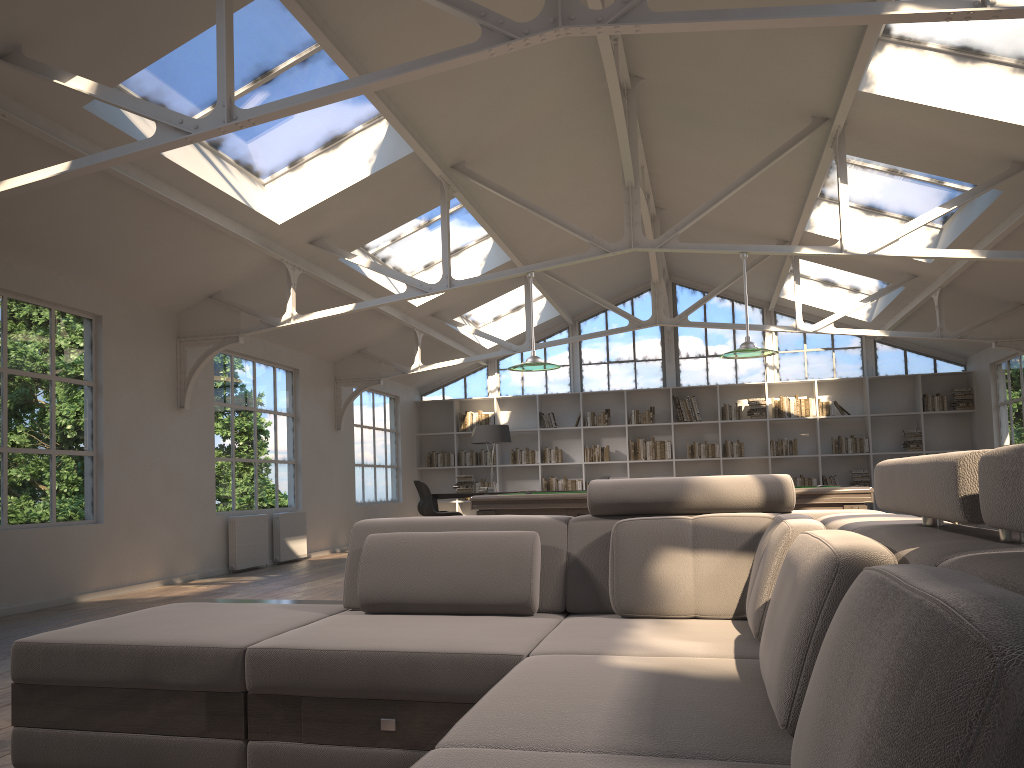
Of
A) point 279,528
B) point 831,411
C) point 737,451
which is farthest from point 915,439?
point 279,528

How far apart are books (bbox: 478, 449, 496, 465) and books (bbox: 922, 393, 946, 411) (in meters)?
6.92

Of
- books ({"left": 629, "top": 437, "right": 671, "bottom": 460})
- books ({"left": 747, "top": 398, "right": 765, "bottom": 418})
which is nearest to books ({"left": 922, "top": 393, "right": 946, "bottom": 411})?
books ({"left": 747, "top": 398, "right": 765, "bottom": 418})

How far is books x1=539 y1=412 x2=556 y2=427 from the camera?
14.7m

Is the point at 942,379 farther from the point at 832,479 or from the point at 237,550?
the point at 237,550

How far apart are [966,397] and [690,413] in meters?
4.1

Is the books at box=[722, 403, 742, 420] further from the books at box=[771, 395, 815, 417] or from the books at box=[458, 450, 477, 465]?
the books at box=[458, 450, 477, 465]

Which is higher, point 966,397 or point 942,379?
point 942,379

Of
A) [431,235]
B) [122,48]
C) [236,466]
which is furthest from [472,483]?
[122,48]

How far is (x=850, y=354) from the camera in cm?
1408
